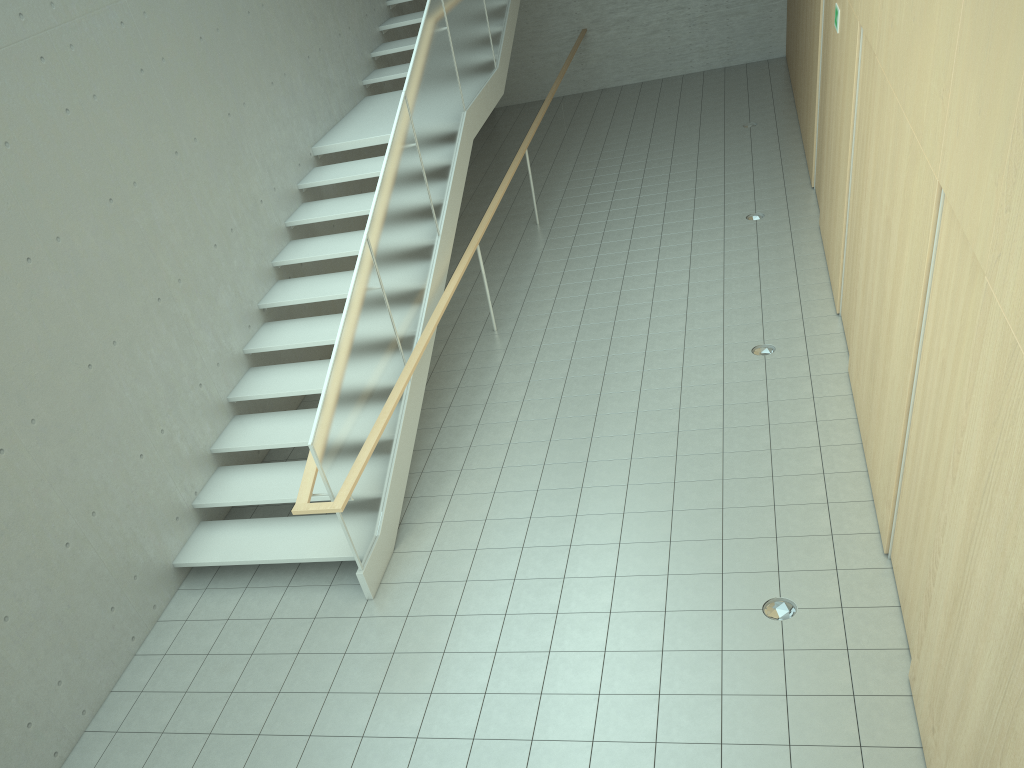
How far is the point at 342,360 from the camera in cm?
547

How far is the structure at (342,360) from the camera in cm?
547

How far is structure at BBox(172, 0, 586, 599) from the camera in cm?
547
